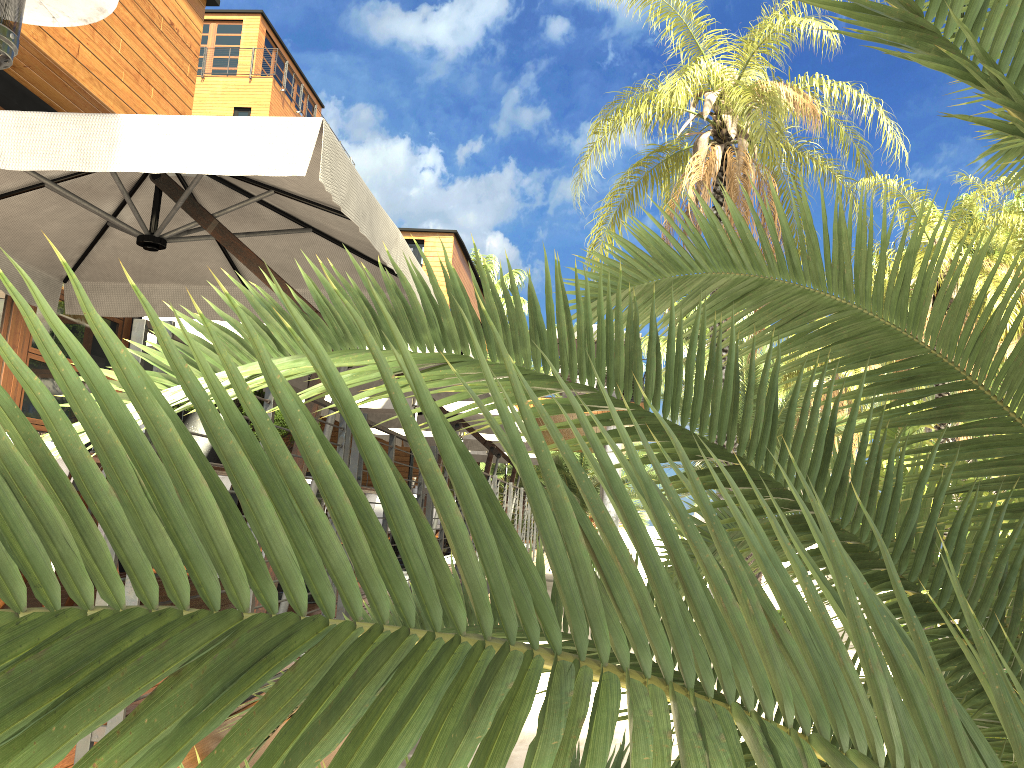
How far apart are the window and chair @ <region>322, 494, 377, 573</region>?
2.4 meters

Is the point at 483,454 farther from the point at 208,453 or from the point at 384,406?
the point at 208,453

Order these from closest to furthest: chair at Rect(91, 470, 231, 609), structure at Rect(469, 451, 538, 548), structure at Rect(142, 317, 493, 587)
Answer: chair at Rect(91, 470, 231, 609)
structure at Rect(142, 317, 493, 587)
structure at Rect(469, 451, 538, 548)

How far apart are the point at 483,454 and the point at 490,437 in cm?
343

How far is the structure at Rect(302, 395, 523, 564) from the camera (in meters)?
9.68

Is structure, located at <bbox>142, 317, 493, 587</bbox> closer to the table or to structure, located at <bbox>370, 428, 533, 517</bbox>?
the table

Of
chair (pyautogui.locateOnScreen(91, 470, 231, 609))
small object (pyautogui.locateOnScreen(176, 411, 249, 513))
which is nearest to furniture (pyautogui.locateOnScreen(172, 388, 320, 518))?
small object (pyautogui.locateOnScreen(176, 411, 249, 513))

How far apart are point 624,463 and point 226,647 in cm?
44

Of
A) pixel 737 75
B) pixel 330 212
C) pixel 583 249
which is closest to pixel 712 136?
pixel 737 75

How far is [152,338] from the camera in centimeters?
646cm
